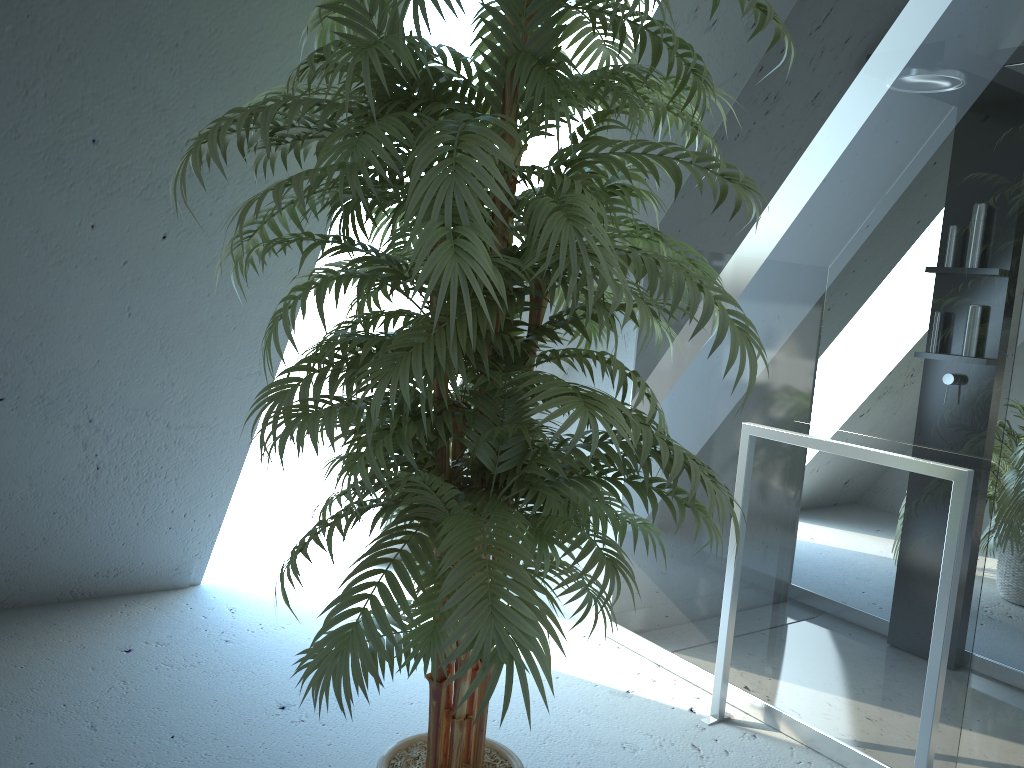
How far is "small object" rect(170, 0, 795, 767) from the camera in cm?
122

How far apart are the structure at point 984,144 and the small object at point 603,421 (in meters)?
0.70

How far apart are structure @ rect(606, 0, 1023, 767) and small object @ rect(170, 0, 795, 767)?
0.7 meters

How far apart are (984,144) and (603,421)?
1.4 meters

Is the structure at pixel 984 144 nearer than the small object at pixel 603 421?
No

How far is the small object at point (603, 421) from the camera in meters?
1.2

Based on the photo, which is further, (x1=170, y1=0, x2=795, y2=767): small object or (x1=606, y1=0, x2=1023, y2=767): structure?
(x1=606, y1=0, x2=1023, y2=767): structure

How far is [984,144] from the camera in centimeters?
205cm
